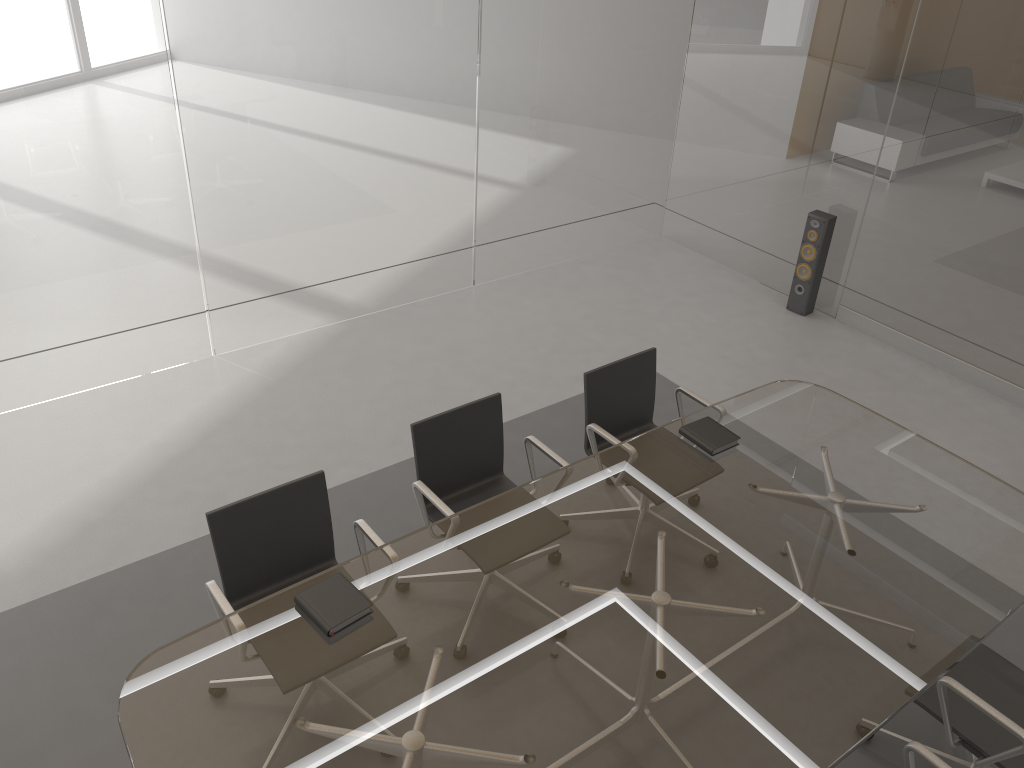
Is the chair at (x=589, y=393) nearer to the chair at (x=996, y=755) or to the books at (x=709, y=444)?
the books at (x=709, y=444)

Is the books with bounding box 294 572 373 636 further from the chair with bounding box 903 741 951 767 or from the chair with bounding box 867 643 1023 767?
the chair with bounding box 867 643 1023 767

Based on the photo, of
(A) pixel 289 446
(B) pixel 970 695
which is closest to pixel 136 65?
(A) pixel 289 446

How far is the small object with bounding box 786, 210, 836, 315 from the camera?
5.8 meters

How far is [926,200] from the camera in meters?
5.3

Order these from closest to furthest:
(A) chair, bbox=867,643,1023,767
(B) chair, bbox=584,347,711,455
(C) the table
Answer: (C) the table, (A) chair, bbox=867,643,1023,767, (B) chair, bbox=584,347,711,455

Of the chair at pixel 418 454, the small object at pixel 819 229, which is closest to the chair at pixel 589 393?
the chair at pixel 418 454

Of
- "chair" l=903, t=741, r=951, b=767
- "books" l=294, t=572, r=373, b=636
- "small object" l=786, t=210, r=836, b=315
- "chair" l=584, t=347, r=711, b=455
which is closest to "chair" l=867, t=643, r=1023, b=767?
"chair" l=903, t=741, r=951, b=767

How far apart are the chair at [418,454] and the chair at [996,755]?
1.45m

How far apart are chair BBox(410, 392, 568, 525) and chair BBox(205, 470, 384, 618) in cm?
27
